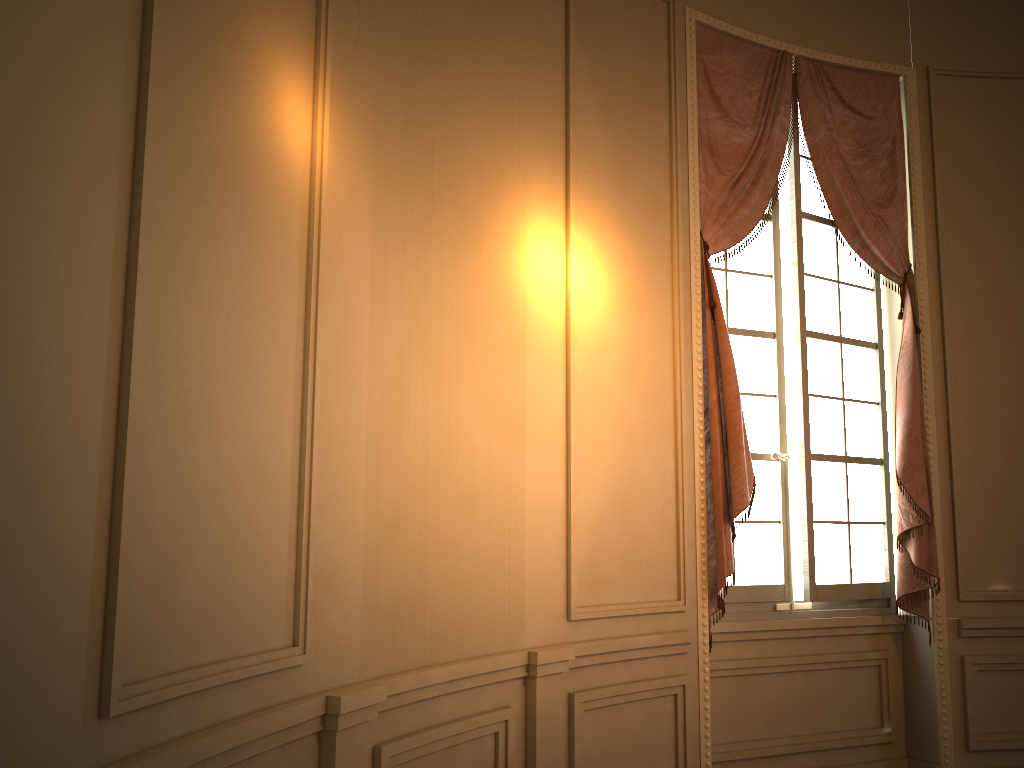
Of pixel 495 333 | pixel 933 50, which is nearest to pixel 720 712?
pixel 495 333

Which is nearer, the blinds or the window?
the blinds

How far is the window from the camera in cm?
432

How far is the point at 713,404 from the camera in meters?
3.9

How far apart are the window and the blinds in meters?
0.1 m

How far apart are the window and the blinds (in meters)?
0.06

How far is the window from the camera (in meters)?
4.32

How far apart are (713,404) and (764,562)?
0.91m

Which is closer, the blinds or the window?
the blinds
